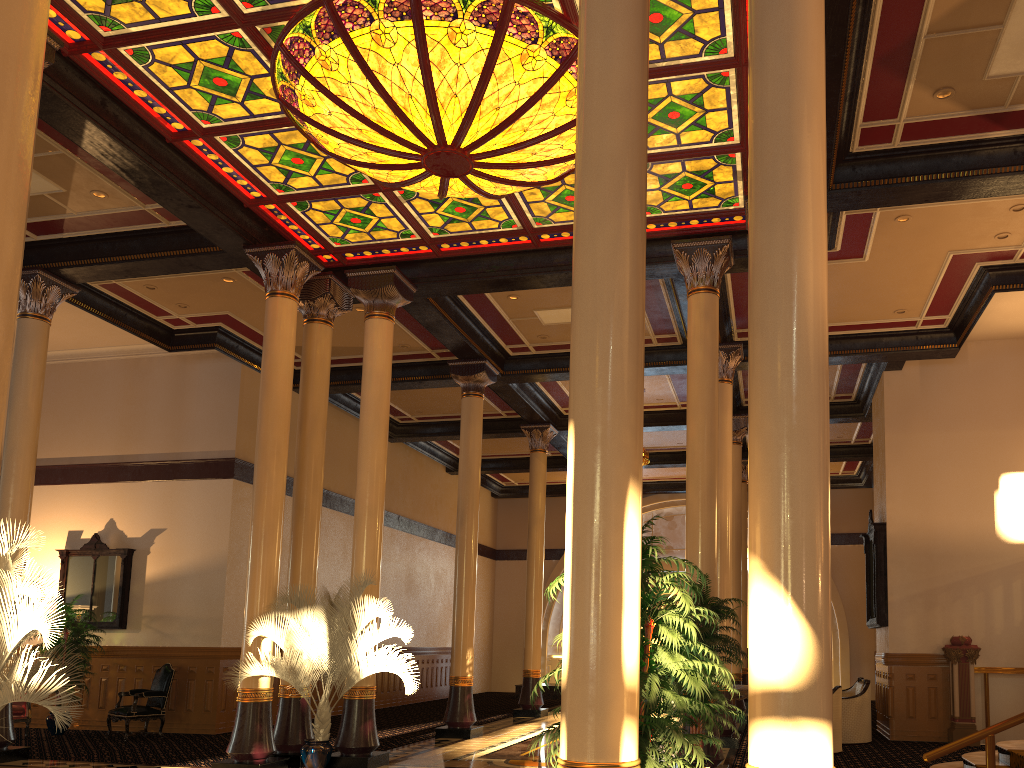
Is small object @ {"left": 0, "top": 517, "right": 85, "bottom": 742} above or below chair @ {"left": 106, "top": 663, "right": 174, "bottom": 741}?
above

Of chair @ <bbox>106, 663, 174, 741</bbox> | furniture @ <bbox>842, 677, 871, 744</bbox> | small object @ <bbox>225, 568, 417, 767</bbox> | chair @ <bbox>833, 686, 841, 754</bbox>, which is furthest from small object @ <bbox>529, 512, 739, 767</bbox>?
chair @ <bbox>106, 663, 174, 741</bbox>

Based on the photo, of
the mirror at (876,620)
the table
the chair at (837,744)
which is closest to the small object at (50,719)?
the table

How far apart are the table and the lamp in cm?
756

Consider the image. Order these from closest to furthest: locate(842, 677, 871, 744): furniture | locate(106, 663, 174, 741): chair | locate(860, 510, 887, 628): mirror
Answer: locate(842, 677, 871, 744): furniture, locate(106, 663, 174, 741): chair, locate(860, 510, 887, 628): mirror

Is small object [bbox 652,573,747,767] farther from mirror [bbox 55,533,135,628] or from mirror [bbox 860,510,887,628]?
mirror [bbox 55,533,135,628]

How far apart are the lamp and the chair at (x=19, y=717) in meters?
9.5

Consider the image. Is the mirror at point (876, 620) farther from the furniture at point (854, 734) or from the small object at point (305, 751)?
the small object at point (305, 751)

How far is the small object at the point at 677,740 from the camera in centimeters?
403cm

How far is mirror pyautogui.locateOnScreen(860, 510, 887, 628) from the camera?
13.13m
